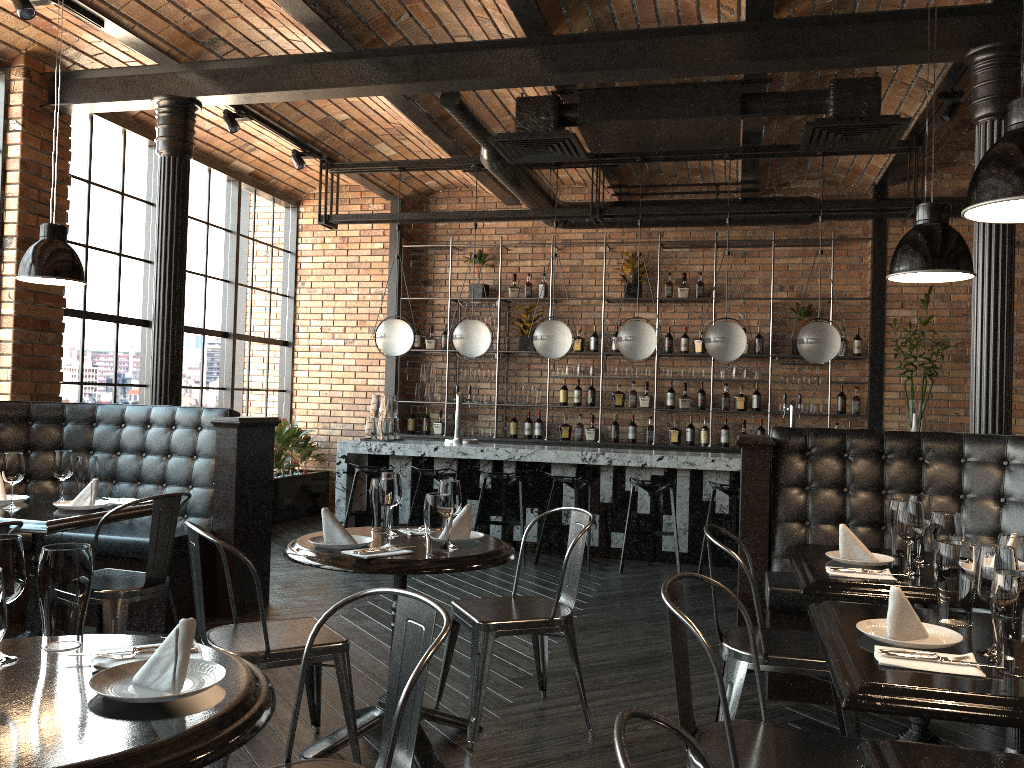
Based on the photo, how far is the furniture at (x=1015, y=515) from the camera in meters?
4.1 m

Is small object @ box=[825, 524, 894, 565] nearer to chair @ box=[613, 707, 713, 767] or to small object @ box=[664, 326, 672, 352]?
chair @ box=[613, 707, 713, 767]

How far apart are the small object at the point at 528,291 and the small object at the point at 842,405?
3.4 meters

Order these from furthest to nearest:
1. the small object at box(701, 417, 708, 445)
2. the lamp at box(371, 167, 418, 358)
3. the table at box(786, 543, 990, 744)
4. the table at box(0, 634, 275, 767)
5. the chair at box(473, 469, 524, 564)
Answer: the small object at box(701, 417, 708, 445) → the lamp at box(371, 167, 418, 358) → the chair at box(473, 469, 524, 564) → the table at box(786, 543, 990, 744) → the table at box(0, 634, 275, 767)

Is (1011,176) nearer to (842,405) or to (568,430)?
(842,405)

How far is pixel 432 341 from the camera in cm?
981

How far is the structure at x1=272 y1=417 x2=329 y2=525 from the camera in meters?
8.9 m

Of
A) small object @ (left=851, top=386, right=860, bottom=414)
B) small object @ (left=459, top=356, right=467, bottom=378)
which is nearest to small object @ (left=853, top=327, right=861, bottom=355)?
small object @ (left=851, top=386, right=860, bottom=414)

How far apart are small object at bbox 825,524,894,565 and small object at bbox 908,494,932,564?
0.1 meters

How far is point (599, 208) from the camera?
7.54m
